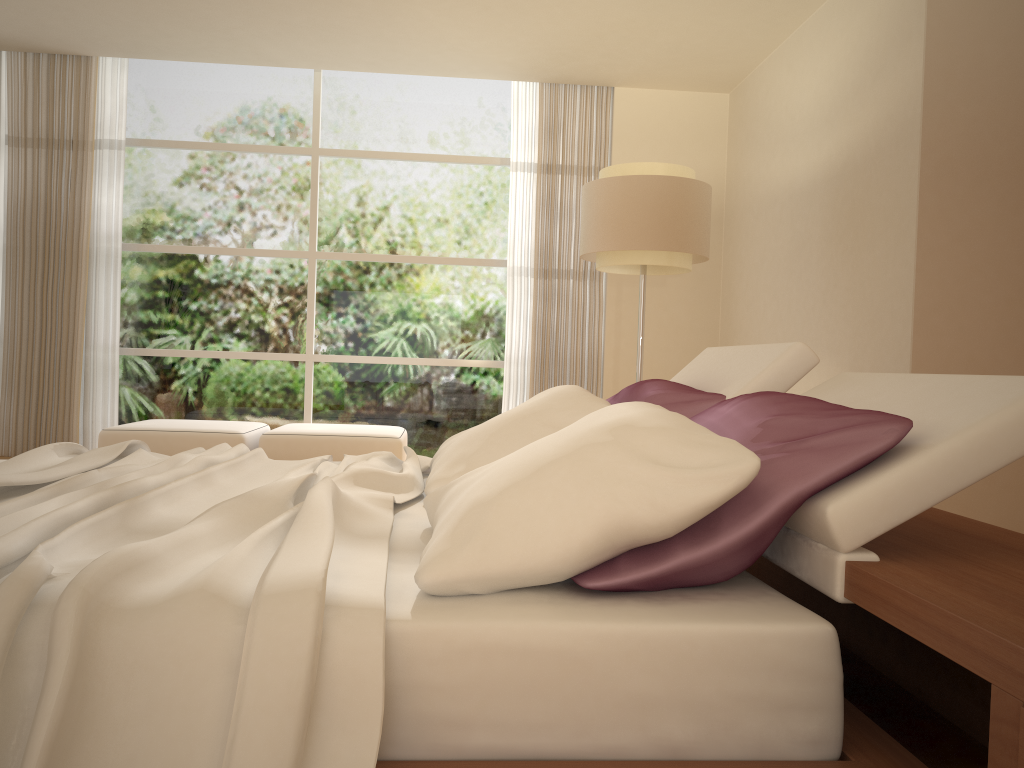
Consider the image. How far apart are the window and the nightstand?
4.4m

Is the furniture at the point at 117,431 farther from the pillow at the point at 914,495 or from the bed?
the pillow at the point at 914,495

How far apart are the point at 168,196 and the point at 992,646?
7.25m

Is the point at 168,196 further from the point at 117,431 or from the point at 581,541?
the point at 581,541

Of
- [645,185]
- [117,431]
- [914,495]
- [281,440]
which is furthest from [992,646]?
[117,431]

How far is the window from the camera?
7.2m

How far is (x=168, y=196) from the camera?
7.20m

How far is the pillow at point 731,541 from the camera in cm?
145

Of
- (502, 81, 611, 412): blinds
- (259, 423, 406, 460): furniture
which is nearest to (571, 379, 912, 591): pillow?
(259, 423, 406, 460): furniture

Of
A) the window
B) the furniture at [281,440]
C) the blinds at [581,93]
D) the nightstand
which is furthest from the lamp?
the nightstand
